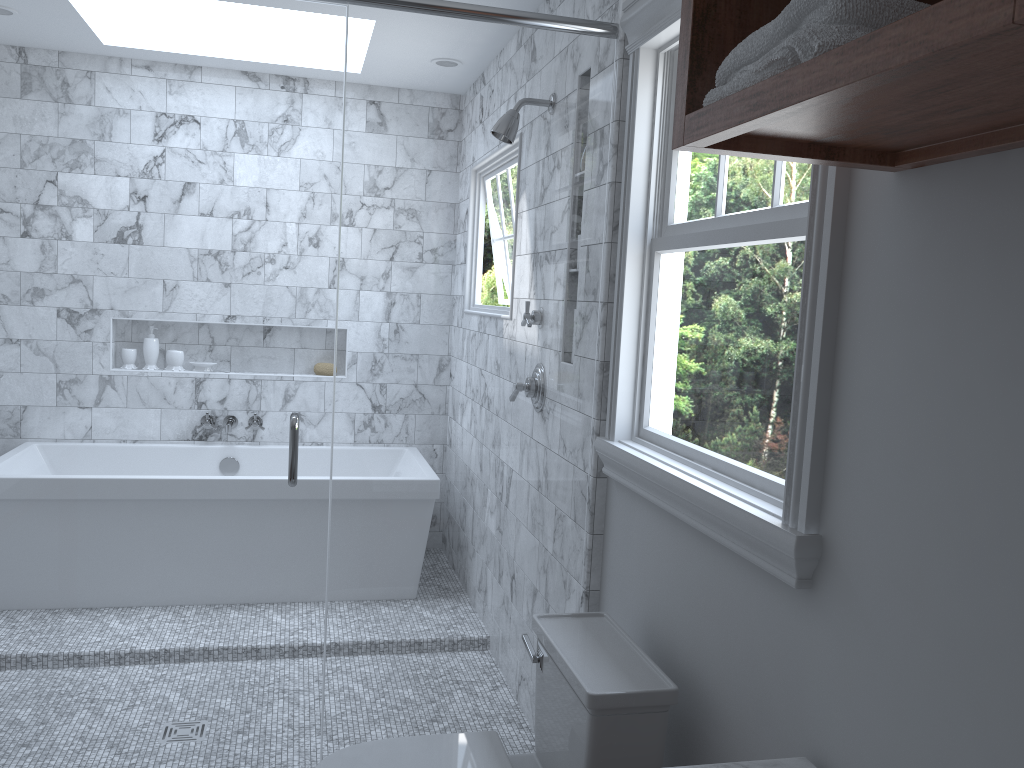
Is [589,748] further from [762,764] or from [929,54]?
[929,54]

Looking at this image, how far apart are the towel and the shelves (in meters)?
0.01

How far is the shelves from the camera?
0.7 meters

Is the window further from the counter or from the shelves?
the counter

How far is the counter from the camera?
1.4 meters

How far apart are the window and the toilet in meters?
0.3 m

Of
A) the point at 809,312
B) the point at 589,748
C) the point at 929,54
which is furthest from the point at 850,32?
the point at 589,748

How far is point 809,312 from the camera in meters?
1.5 m

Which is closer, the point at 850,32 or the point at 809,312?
the point at 850,32

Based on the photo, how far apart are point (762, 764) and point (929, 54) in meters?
1.1 m
